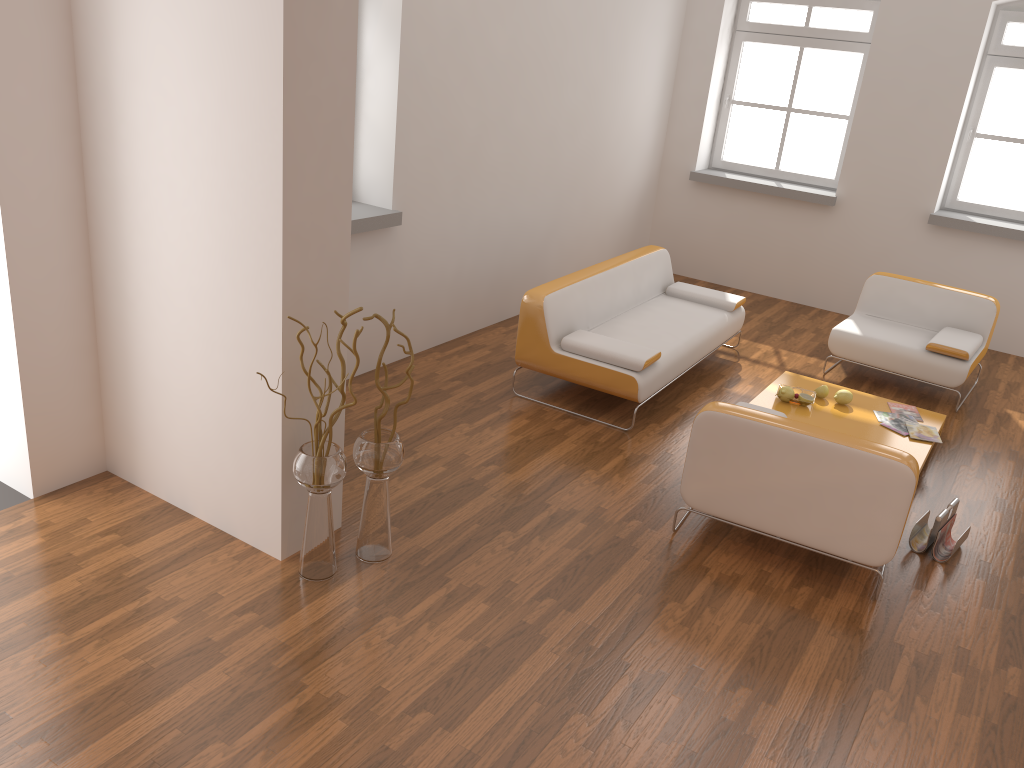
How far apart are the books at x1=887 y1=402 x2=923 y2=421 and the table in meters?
0.0

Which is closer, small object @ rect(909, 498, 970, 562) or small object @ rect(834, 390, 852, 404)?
small object @ rect(909, 498, 970, 562)

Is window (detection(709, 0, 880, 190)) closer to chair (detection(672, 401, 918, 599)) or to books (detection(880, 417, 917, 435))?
books (detection(880, 417, 917, 435))

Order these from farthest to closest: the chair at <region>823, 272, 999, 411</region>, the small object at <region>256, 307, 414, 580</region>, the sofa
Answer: the chair at <region>823, 272, 999, 411</region> < the sofa < the small object at <region>256, 307, 414, 580</region>

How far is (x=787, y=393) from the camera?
5.3m

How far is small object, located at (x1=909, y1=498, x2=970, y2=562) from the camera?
4.1m

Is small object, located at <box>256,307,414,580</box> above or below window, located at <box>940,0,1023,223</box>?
below

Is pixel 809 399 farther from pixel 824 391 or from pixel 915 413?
pixel 915 413

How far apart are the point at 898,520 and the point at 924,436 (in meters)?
1.70

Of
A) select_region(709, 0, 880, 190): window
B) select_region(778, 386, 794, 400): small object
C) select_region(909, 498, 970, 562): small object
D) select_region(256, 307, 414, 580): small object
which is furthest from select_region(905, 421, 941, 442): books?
select_region(709, 0, 880, 190): window
